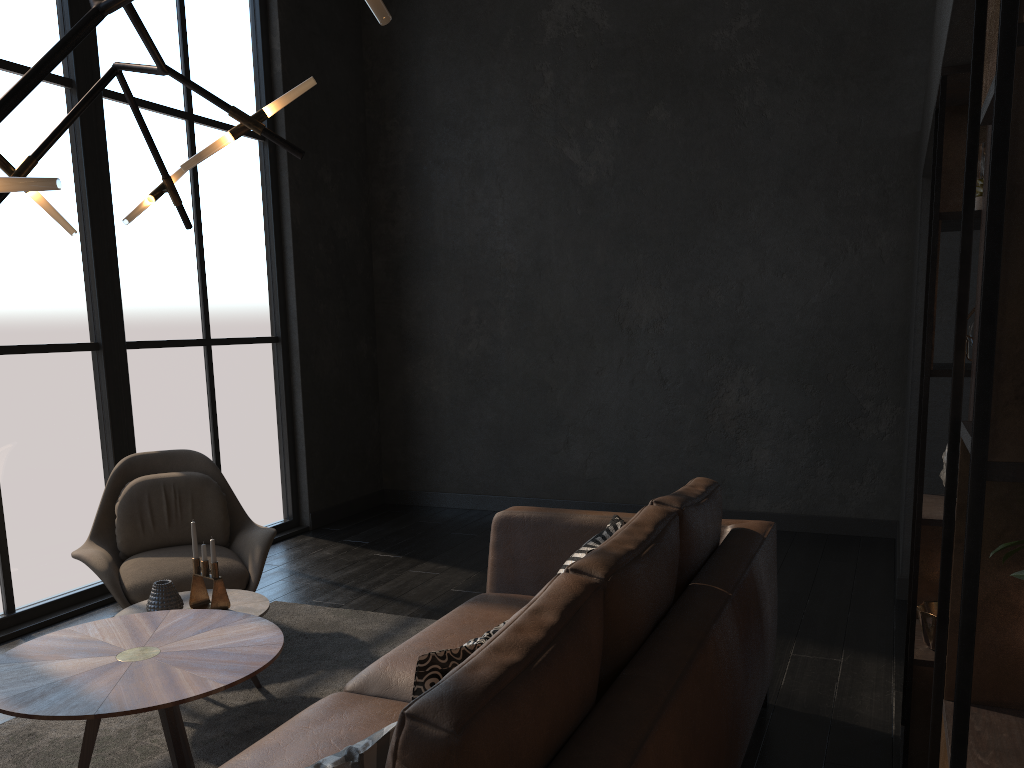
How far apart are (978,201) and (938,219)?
0.12m

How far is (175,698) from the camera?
2.2 meters

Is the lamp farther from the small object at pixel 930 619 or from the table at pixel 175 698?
the small object at pixel 930 619

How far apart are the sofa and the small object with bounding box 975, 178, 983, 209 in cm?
113

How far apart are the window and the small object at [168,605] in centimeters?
138cm

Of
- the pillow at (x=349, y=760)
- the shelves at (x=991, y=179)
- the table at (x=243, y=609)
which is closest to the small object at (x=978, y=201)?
the shelves at (x=991, y=179)

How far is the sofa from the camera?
1.3m

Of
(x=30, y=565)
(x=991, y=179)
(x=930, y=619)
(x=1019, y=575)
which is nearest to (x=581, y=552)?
(x=930, y=619)

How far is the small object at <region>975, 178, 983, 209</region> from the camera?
2.4m

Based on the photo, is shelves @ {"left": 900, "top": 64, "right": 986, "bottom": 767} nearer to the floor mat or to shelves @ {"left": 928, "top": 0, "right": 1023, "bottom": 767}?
shelves @ {"left": 928, "top": 0, "right": 1023, "bottom": 767}
